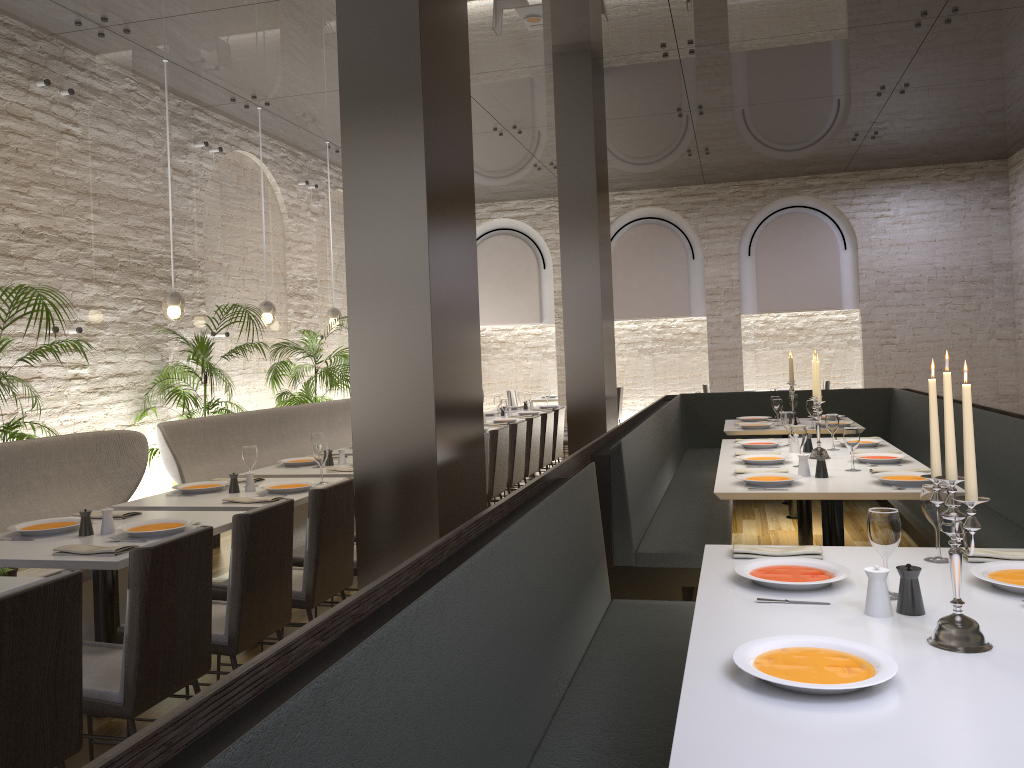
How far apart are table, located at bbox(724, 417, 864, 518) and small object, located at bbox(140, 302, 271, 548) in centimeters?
415cm

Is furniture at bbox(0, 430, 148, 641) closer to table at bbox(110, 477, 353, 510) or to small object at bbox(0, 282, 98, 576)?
small object at bbox(0, 282, 98, 576)

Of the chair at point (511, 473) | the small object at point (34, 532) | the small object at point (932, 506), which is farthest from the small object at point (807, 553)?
the chair at point (511, 473)

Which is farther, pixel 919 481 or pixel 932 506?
pixel 919 481

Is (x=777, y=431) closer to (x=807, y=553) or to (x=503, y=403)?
(x=503, y=403)

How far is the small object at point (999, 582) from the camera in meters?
2.3 m

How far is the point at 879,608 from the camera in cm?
220

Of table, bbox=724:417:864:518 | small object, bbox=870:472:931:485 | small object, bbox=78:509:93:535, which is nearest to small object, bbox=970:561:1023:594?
small object, bbox=870:472:931:485

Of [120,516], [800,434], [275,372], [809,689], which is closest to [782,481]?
[800,434]

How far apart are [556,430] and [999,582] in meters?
6.5
